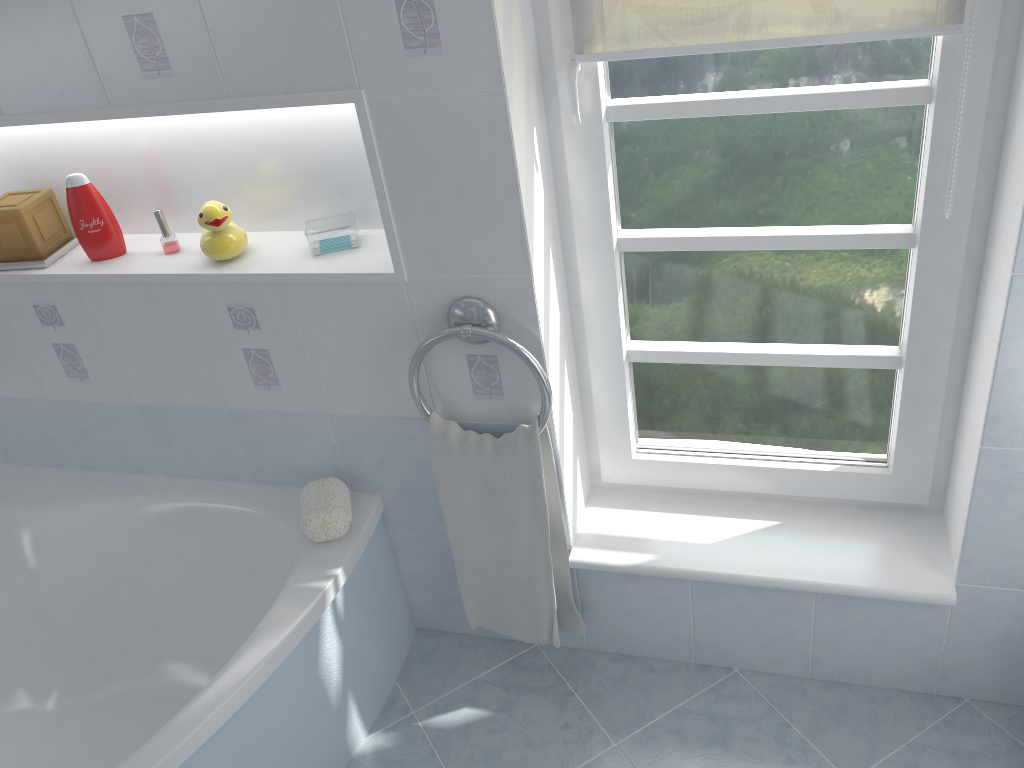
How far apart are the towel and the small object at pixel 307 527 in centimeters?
20cm

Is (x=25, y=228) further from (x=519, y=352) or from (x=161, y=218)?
(x=519, y=352)

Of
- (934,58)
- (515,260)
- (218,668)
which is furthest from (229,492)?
(934,58)

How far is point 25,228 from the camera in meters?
1.9

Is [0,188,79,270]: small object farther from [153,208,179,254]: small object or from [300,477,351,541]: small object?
[300,477,351,541]: small object

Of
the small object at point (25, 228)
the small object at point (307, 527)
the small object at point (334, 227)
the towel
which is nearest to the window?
the towel

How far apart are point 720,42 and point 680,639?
1.3m

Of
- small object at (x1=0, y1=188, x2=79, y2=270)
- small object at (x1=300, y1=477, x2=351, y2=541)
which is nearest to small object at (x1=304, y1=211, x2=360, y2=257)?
small object at (x1=300, y1=477, x2=351, y2=541)

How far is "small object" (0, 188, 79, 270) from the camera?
1.9m

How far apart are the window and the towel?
0.2 meters
